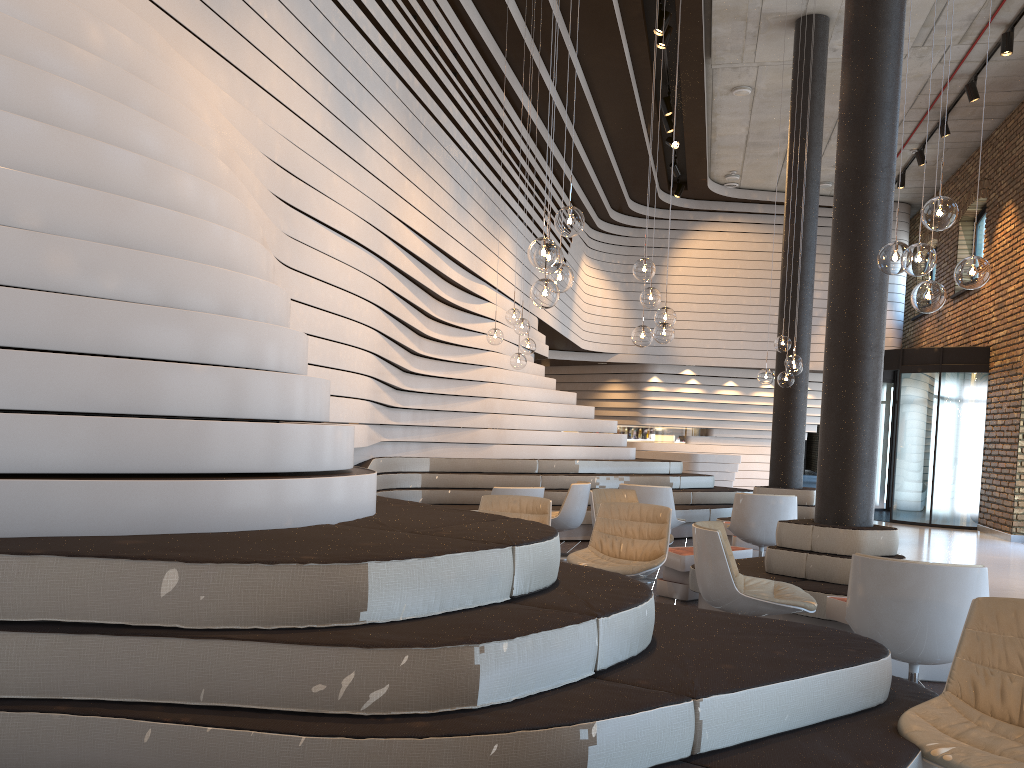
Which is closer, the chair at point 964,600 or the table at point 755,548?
the chair at point 964,600

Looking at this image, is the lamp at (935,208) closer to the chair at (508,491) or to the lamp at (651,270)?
the lamp at (651,270)

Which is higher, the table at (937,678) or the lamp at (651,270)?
the lamp at (651,270)

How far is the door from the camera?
13.4 meters

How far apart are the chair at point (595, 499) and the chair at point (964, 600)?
3.5m

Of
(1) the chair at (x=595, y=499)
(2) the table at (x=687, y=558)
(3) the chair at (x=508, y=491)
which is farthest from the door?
(3) the chair at (x=508, y=491)

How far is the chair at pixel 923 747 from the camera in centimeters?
255cm

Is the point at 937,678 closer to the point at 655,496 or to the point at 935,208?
the point at 935,208

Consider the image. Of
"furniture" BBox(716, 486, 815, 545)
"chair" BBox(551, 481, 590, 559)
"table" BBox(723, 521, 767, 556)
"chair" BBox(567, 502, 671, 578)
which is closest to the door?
"furniture" BBox(716, 486, 815, 545)

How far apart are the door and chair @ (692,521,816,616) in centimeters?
974cm
